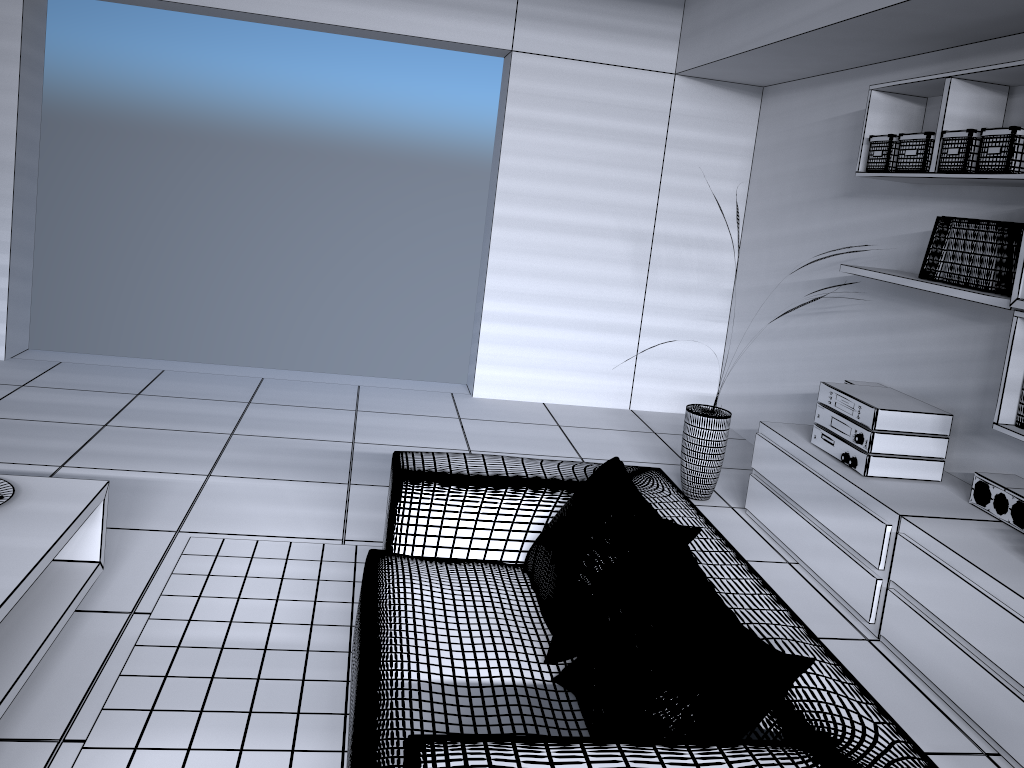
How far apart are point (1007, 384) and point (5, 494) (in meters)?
3.13

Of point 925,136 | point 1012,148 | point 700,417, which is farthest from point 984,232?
point 700,417

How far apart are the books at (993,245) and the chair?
1.4 meters

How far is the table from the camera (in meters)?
Answer: 2.11

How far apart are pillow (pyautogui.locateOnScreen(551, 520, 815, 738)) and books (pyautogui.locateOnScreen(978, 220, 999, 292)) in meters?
1.9

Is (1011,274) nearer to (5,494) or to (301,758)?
(301,758)

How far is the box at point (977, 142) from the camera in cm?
319

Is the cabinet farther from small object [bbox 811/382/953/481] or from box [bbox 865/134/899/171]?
box [bbox 865/134/899/171]

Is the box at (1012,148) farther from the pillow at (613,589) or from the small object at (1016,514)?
the pillow at (613,589)

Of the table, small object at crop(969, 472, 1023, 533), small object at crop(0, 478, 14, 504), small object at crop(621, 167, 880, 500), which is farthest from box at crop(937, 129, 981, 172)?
small object at crop(0, 478, 14, 504)
